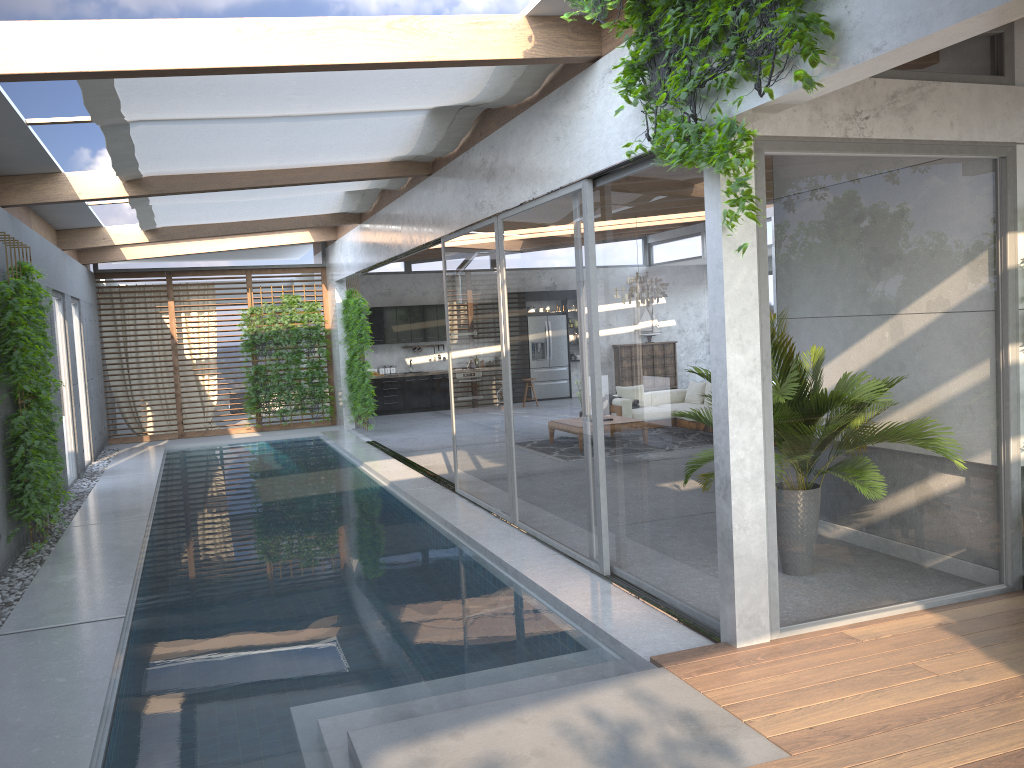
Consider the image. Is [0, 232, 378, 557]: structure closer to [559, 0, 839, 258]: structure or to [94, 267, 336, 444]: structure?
[94, 267, 336, 444]: structure

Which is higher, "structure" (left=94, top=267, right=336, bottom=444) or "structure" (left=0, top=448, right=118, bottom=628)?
"structure" (left=94, top=267, right=336, bottom=444)

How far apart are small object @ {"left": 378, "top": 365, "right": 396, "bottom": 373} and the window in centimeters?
216cm

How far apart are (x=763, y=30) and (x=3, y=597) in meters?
6.2

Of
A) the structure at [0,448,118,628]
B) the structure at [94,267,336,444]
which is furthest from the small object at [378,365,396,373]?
the structure at [0,448,118,628]

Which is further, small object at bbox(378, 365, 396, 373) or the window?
small object at bbox(378, 365, 396, 373)

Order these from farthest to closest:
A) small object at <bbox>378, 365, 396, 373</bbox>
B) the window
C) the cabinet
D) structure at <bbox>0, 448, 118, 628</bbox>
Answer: small object at <bbox>378, 365, 396, 373</bbox> → the cabinet → structure at <bbox>0, 448, 118, 628</bbox> → the window

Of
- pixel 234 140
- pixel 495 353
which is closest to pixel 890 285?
pixel 495 353

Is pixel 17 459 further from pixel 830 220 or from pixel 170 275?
pixel 170 275

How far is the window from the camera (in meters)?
4.79
